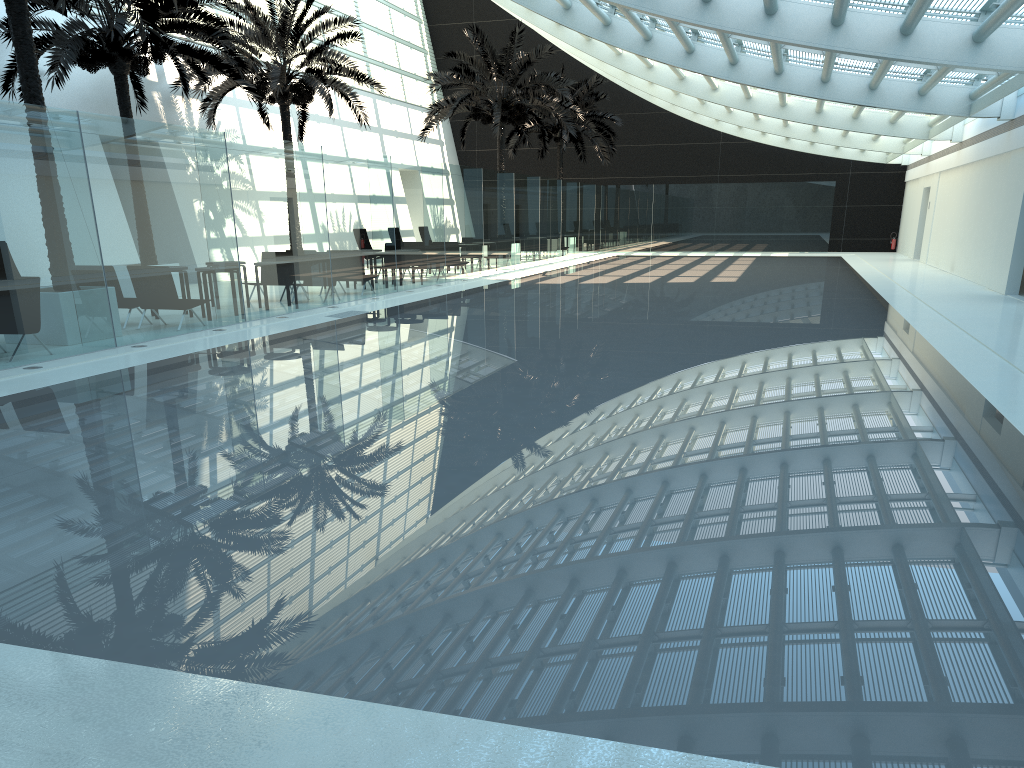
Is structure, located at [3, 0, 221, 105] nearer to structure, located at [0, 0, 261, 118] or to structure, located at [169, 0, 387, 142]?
structure, located at [0, 0, 261, 118]

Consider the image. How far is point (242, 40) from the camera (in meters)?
20.91

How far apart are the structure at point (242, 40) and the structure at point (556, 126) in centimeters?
1189cm

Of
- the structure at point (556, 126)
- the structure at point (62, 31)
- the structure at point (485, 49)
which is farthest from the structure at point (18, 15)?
the structure at point (556, 126)

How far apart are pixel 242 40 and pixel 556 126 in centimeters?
1614cm

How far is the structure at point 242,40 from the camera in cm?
2091

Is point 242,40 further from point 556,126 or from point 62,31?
point 556,126

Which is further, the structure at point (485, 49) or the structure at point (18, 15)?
the structure at point (485, 49)

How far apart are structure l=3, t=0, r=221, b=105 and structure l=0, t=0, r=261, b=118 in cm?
286

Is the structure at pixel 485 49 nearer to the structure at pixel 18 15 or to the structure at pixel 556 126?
the structure at pixel 556 126
